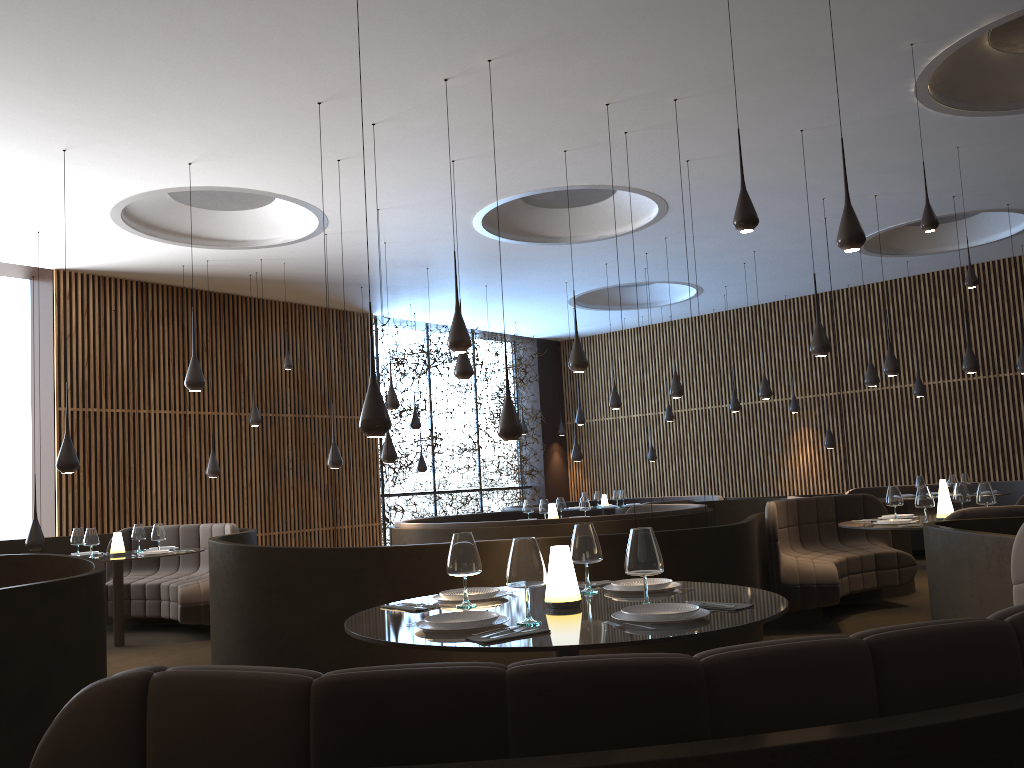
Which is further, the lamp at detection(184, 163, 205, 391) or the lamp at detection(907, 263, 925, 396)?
the lamp at detection(907, 263, 925, 396)

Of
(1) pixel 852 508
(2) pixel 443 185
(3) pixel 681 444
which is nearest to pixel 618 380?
(3) pixel 681 444

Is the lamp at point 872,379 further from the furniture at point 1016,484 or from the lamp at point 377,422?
the lamp at point 377,422

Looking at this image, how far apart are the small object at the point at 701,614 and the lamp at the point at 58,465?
6.4 meters

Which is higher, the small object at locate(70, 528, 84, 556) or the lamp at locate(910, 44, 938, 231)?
the lamp at locate(910, 44, 938, 231)

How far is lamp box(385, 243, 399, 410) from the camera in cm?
1144

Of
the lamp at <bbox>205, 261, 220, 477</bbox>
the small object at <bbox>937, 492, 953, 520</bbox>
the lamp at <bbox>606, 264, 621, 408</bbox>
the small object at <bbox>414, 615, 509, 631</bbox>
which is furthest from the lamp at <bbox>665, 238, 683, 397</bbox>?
the small object at <bbox>414, 615, 509, 631</bbox>

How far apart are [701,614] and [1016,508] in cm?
441

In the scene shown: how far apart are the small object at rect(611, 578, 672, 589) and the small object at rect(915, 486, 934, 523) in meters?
4.0

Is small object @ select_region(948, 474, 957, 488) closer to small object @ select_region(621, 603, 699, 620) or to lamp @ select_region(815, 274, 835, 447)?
lamp @ select_region(815, 274, 835, 447)
